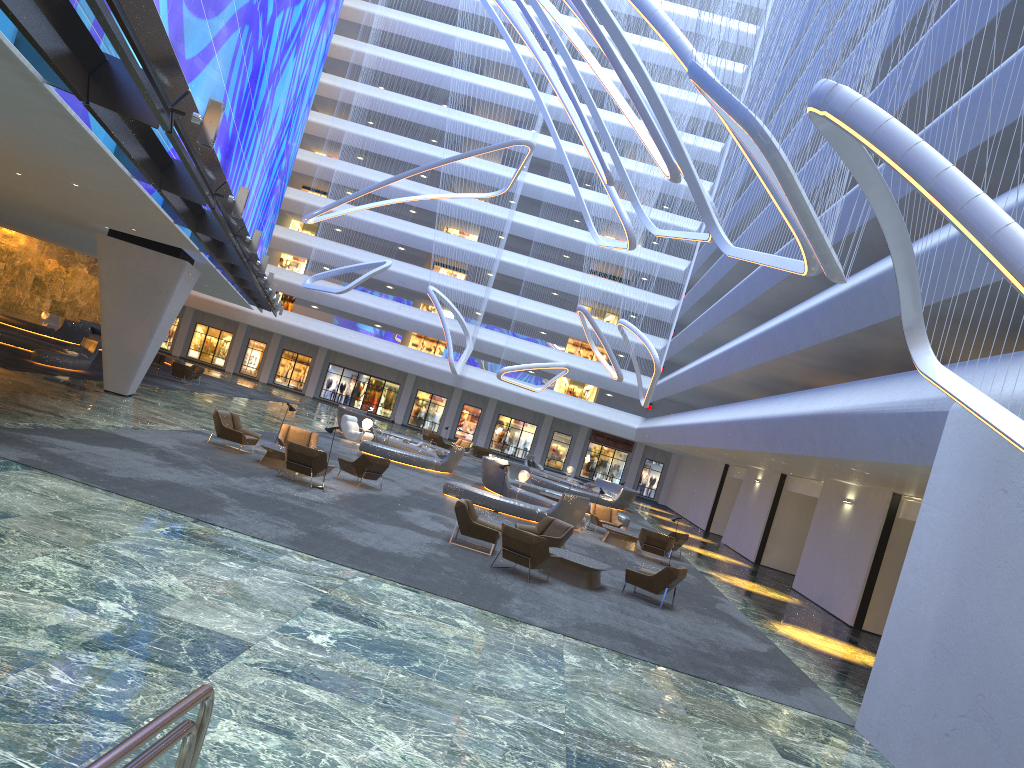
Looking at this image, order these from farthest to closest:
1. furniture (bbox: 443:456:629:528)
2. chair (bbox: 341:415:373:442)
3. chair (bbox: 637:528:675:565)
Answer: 1. chair (bbox: 341:415:373:442)
2. furniture (bbox: 443:456:629:528)
3. chair (bbox: 637:528:675:565)

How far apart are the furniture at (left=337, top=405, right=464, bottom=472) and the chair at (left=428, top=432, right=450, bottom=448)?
3.8m

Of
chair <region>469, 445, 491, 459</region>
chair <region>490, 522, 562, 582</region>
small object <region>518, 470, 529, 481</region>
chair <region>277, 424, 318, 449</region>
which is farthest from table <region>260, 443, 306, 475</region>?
chair <region>469, 445, 491, 459</region>

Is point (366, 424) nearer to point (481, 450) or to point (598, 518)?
point (598, 518)

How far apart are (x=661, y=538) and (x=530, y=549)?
9.05m

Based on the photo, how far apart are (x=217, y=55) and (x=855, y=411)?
15.05m

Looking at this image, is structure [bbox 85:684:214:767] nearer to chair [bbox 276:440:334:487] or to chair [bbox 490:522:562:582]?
chair [bbox 490:522:562:582]

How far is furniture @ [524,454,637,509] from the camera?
37.7m

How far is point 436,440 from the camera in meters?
41.7

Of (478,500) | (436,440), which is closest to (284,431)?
(478,500)
